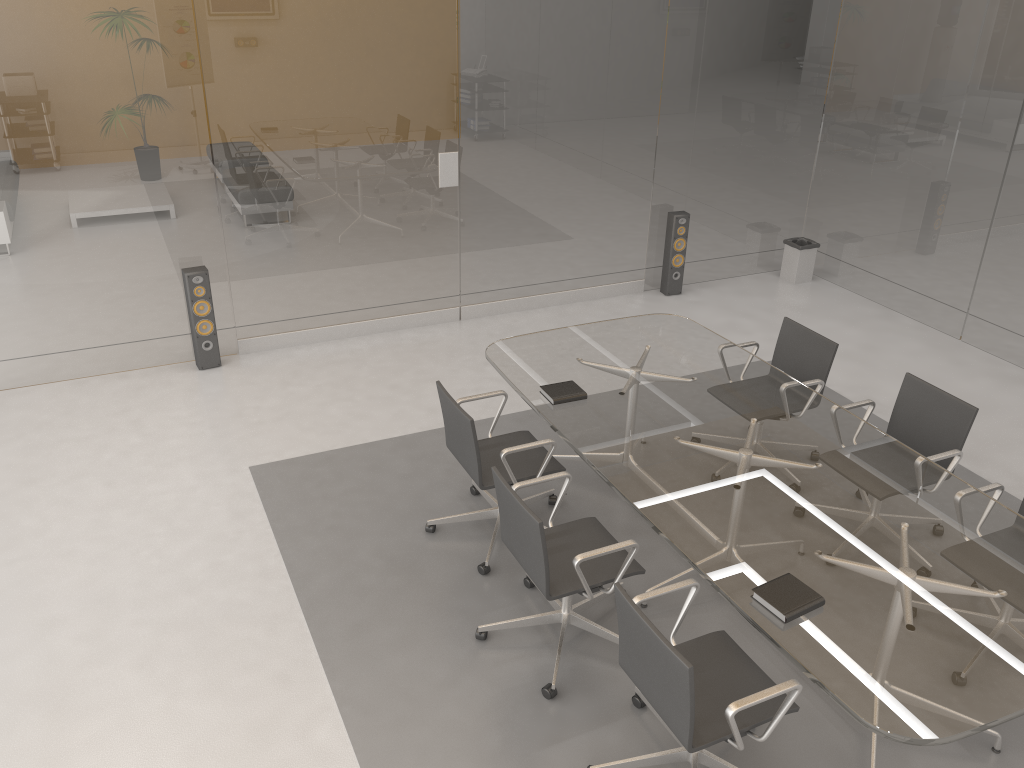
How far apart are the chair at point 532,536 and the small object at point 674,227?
4.0m

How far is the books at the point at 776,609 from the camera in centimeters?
290cm

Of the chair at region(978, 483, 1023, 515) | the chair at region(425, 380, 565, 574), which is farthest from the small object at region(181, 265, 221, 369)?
the chair at region(978, 483, 1023, 515)

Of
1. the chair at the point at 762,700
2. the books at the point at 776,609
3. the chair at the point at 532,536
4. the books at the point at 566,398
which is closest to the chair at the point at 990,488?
the books at the point at 776,609

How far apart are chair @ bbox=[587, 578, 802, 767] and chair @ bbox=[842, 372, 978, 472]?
1.5 meters

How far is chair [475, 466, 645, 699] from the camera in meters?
3.3 m

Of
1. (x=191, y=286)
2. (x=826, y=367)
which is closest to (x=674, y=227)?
(x=826, y=367)

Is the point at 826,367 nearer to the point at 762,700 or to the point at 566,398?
the point at 566,398

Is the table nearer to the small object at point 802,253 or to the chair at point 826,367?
the chair at point 826,367

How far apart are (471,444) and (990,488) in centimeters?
224cm
